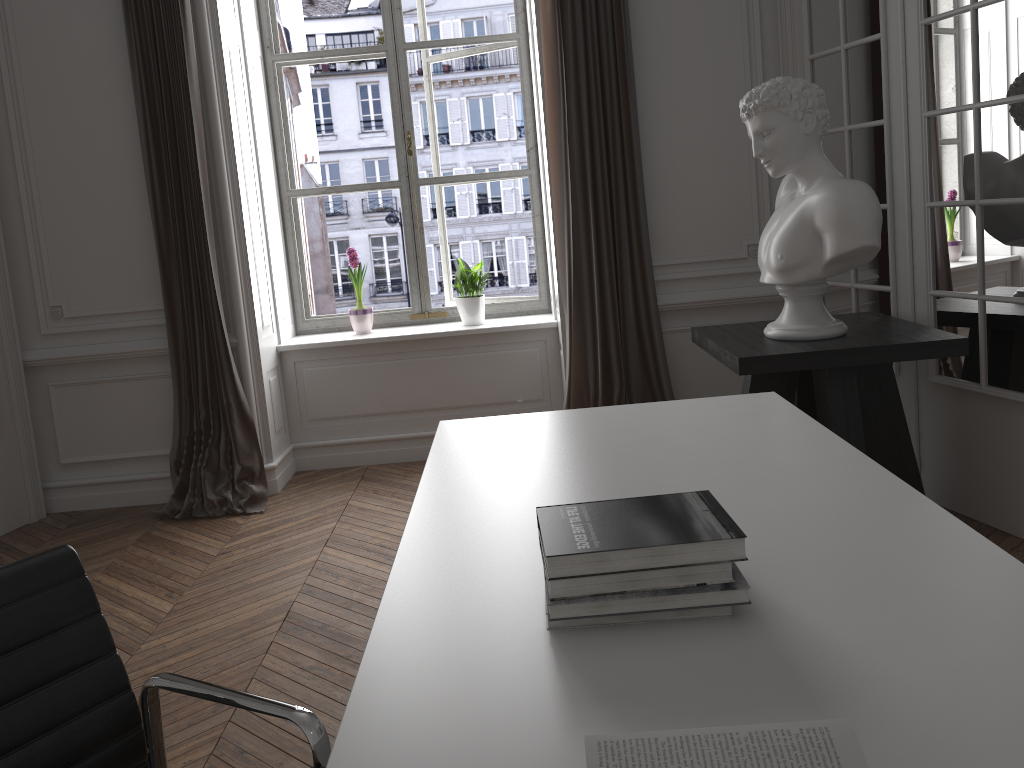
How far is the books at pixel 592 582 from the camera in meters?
1.2

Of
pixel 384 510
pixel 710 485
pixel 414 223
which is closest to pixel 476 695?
pixel 710 485

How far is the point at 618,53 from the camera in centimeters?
395cm

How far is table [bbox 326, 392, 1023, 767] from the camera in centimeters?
95cm

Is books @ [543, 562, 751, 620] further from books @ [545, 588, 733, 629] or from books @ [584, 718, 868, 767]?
books @ [584, 718, 868, 767]

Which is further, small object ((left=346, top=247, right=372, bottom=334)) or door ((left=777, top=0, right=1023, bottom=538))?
small object ((left=346, top=247, right=372, bottom=334))

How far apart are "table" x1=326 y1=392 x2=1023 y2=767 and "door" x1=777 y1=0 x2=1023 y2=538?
1.23m

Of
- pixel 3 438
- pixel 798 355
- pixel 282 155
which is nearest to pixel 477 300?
pixel 282 155

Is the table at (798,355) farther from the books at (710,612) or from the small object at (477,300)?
the books at (710,612)

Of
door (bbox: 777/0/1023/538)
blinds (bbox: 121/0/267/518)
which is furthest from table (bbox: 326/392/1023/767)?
blinds (bbox: 121/0/267/518)
